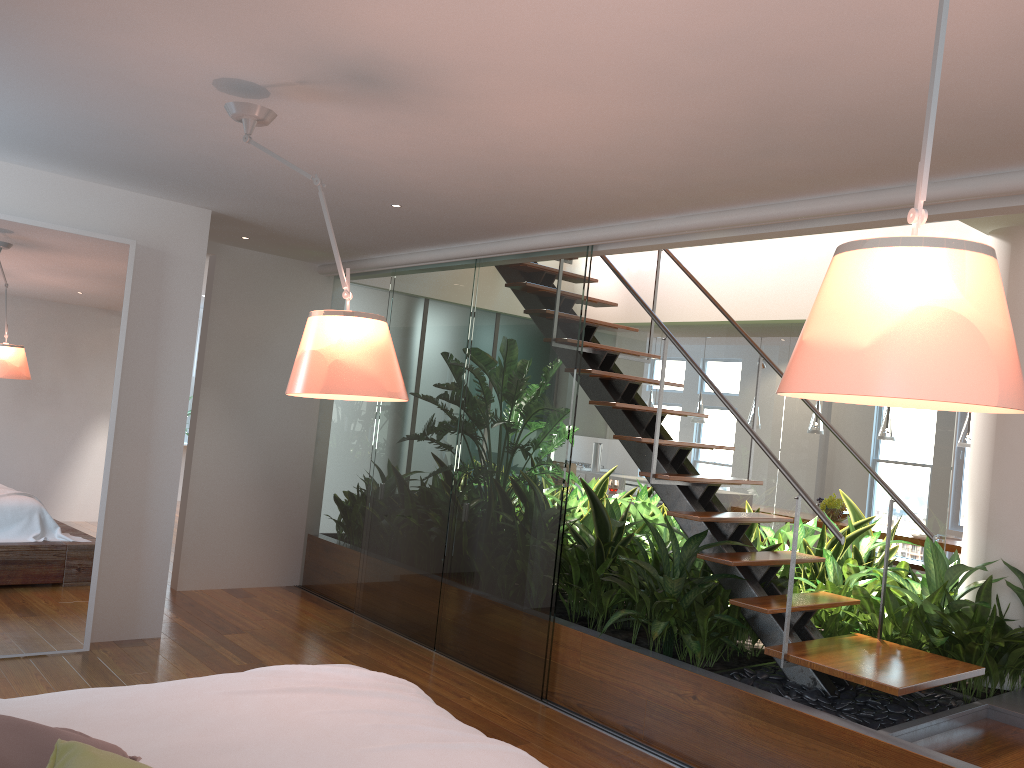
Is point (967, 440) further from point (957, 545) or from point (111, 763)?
point (111, 763)

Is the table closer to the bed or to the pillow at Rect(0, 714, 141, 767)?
the bed

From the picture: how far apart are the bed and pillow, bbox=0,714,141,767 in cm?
10

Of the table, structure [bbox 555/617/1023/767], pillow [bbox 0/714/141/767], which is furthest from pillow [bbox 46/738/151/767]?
the table

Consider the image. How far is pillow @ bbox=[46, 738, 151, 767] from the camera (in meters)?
1.45

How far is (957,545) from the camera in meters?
7.5 m

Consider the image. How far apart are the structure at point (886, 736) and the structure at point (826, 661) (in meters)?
0.13

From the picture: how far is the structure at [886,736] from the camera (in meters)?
3.23

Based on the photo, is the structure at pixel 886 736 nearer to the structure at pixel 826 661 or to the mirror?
the structure at pixel 826 661

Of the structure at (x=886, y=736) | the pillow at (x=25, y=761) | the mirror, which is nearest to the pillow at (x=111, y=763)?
the pillow at (x=25, y=761)
